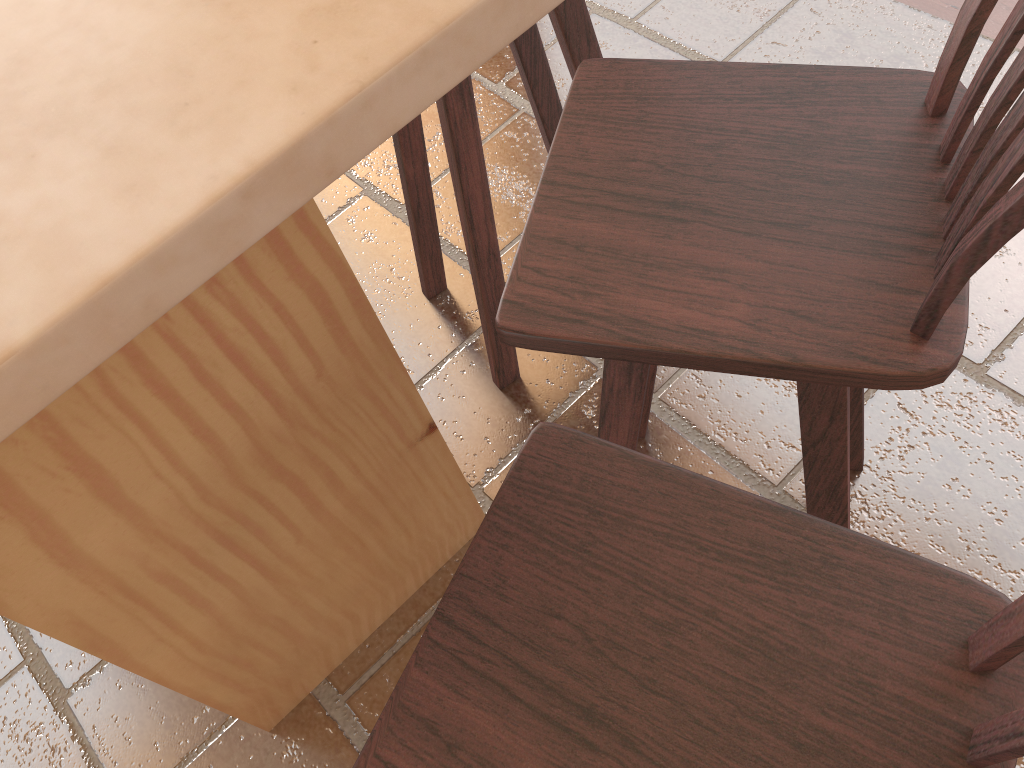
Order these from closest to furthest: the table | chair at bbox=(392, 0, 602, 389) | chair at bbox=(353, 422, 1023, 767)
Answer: the table → chair at bbox=(353, 422, 1023, 767) → chair at bbox=(392, 0, 602, 389)

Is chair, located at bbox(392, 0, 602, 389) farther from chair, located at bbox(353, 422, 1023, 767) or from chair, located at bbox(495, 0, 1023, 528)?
chair, located at bbox(353, 422, 1023, 767)

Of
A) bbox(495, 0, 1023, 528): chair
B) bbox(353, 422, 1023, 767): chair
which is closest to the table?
bbox(495, 0, 1023, 528): chair

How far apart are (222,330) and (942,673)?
0.7m

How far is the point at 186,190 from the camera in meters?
0.4

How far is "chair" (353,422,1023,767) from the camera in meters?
0.6

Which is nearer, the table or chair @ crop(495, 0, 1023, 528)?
the table

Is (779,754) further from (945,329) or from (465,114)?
(465,114)

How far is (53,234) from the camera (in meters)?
0.45

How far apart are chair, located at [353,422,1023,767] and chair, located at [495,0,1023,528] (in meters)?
0.09
